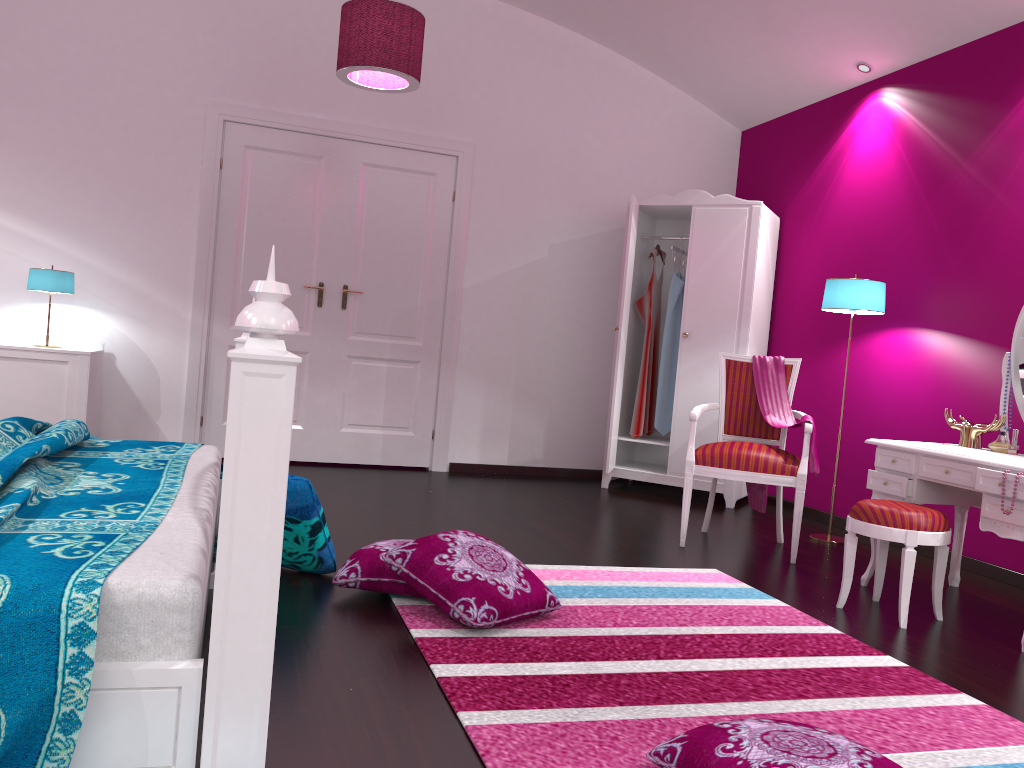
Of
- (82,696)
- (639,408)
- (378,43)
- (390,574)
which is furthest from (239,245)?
(82,696)

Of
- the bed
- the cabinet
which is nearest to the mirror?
the bed

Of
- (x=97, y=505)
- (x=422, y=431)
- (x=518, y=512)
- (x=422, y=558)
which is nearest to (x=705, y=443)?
(x=518, y=512)

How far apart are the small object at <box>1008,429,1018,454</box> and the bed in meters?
2.8

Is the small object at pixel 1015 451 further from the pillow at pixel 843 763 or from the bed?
the bed

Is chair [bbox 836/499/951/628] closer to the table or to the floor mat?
the table

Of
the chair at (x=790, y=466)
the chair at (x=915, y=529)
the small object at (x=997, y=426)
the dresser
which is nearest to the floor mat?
the chair at (x=915, y=529)

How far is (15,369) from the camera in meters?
4.5

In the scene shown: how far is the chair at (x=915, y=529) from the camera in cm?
298

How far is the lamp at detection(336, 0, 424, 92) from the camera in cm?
382
